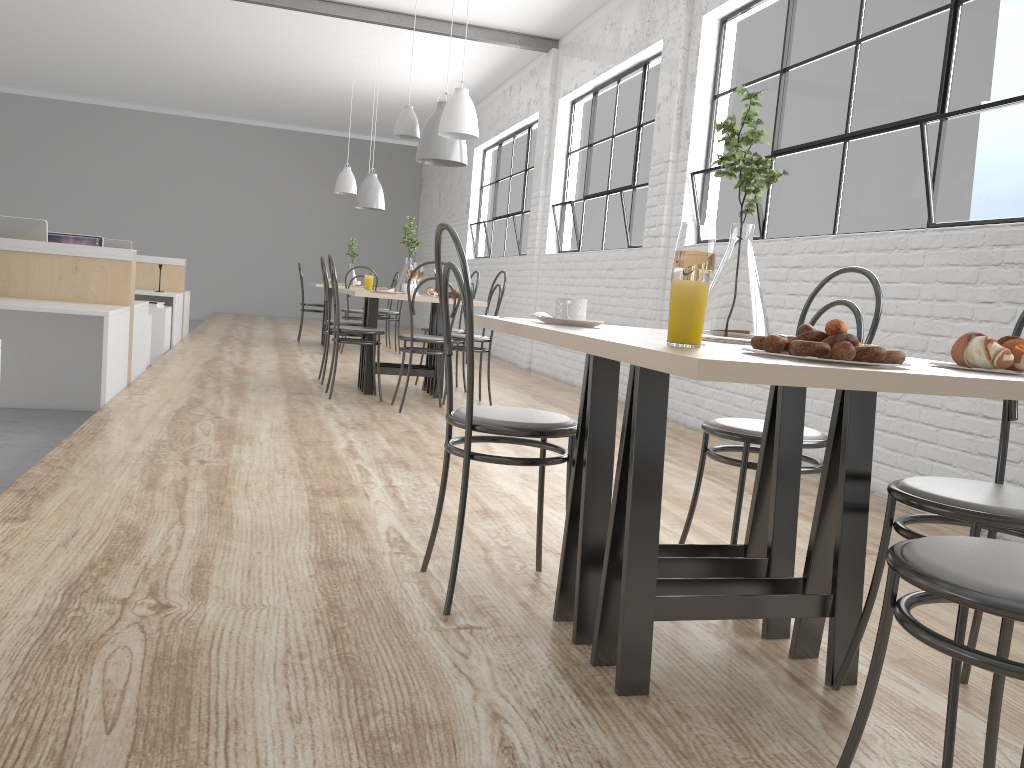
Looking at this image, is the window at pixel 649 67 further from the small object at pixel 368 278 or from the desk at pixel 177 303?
the desk at pixel 177 303

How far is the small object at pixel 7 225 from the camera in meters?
4.2 m

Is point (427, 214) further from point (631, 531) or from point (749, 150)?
point (631, 531)

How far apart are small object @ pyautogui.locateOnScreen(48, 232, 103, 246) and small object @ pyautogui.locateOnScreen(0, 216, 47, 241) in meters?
2.4

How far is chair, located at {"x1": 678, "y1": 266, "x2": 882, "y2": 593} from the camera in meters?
1.7

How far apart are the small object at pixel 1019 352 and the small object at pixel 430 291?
4.0m

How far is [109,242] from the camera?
7.00m

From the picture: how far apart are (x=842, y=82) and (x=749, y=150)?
0.7 meters

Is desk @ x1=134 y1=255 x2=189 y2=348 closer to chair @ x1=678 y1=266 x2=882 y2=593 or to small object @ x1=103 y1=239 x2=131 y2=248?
small object @ x1=103 y1=239 x2=131 y2=248

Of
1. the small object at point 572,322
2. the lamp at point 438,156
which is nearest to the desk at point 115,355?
the lamp at point 438,156
